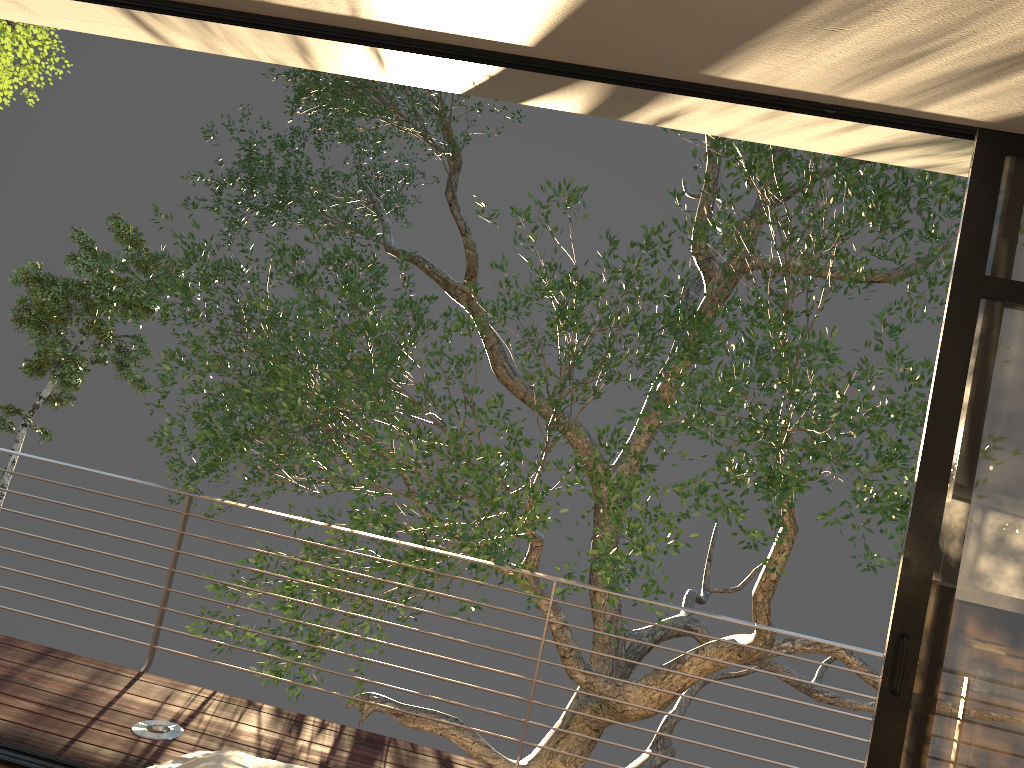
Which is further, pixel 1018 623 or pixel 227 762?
pixel 1018 623

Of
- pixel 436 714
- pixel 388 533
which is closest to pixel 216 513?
pixel 388 533

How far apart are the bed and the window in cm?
160

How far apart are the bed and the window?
1.6 meters

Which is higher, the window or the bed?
the window

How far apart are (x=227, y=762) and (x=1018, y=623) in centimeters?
203cm

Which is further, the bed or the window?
the window

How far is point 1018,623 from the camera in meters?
2.4

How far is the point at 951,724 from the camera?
2.39m

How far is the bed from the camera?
1.7 meters
